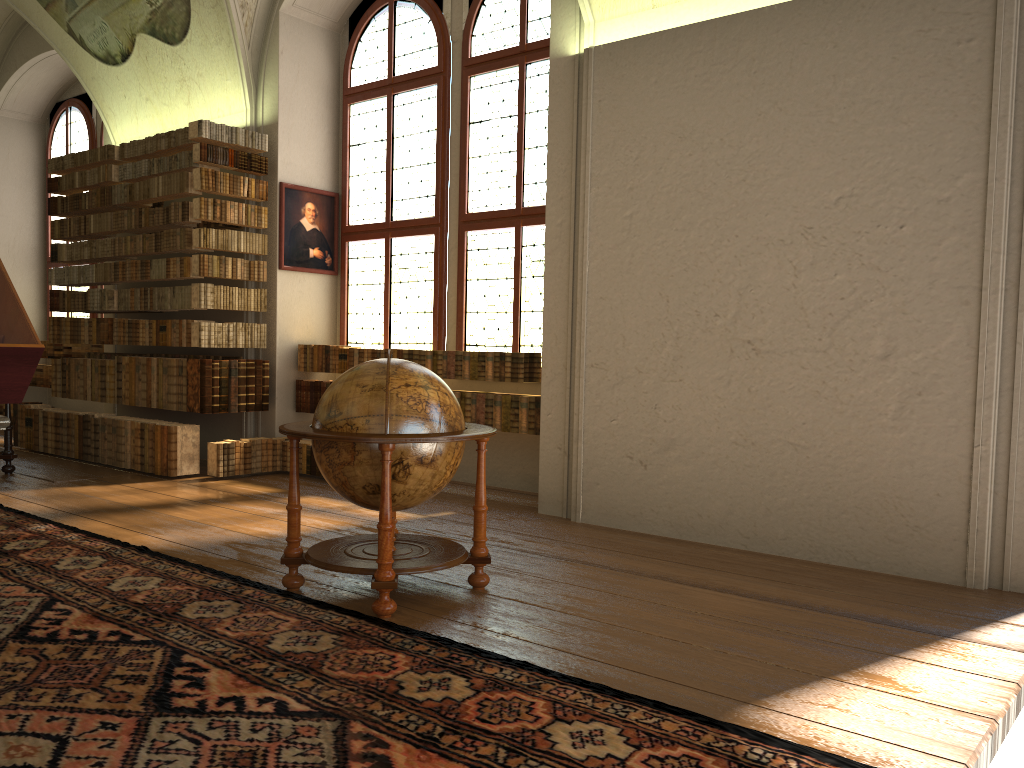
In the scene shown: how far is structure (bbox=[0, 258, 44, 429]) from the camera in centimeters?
291cm

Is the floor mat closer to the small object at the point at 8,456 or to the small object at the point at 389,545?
the small object at the point at 389,545

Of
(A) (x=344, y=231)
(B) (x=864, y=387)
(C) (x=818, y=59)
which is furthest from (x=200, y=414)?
(C) (x=818, y=59)

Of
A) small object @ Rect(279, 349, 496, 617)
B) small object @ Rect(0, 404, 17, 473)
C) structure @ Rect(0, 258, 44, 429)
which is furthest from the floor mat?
small object @ Rect(0, 404, 17, 473)

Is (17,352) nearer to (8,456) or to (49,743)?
(49,743)

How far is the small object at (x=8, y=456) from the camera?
9.5m

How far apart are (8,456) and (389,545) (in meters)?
6.72

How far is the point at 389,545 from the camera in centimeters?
473cm

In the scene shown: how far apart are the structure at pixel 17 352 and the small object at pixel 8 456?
7.38m

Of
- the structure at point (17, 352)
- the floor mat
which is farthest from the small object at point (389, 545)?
the structure at point (17, 352)
